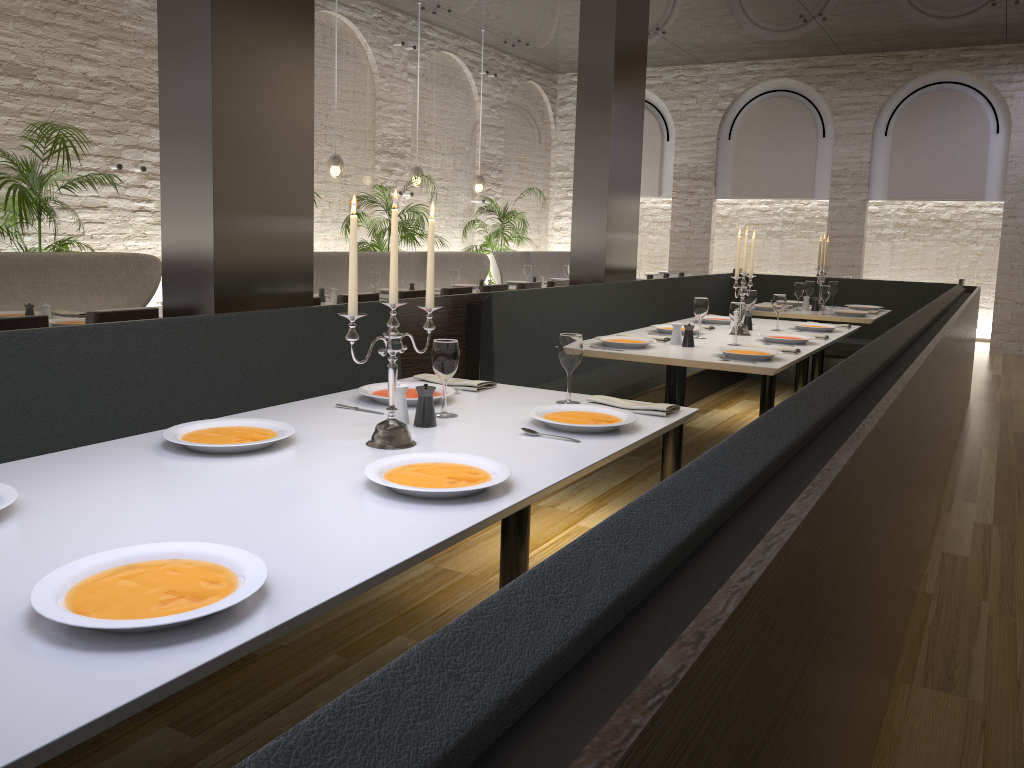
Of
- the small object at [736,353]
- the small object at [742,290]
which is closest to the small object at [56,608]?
the small object at [736,353]

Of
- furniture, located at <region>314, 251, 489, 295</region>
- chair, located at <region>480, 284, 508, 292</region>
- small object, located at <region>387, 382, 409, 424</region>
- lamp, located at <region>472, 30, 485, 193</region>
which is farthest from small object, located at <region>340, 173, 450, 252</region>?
small object, located at <region>387, 382, 409, 424</region>

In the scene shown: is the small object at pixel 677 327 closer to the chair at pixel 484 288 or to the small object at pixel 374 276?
the chair at pixel 484 288

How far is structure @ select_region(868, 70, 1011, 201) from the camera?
11.2m

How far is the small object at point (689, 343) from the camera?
4.6 meters

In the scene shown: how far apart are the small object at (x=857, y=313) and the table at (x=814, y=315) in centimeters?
11cm

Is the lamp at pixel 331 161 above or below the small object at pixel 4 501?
above

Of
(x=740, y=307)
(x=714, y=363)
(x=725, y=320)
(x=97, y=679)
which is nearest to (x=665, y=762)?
(x=97, y=679)

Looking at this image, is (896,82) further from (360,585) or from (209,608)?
(209,608)

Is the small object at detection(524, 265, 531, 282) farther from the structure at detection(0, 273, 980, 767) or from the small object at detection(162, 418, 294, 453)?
the small object at detection(162, 418, 294, 453)
